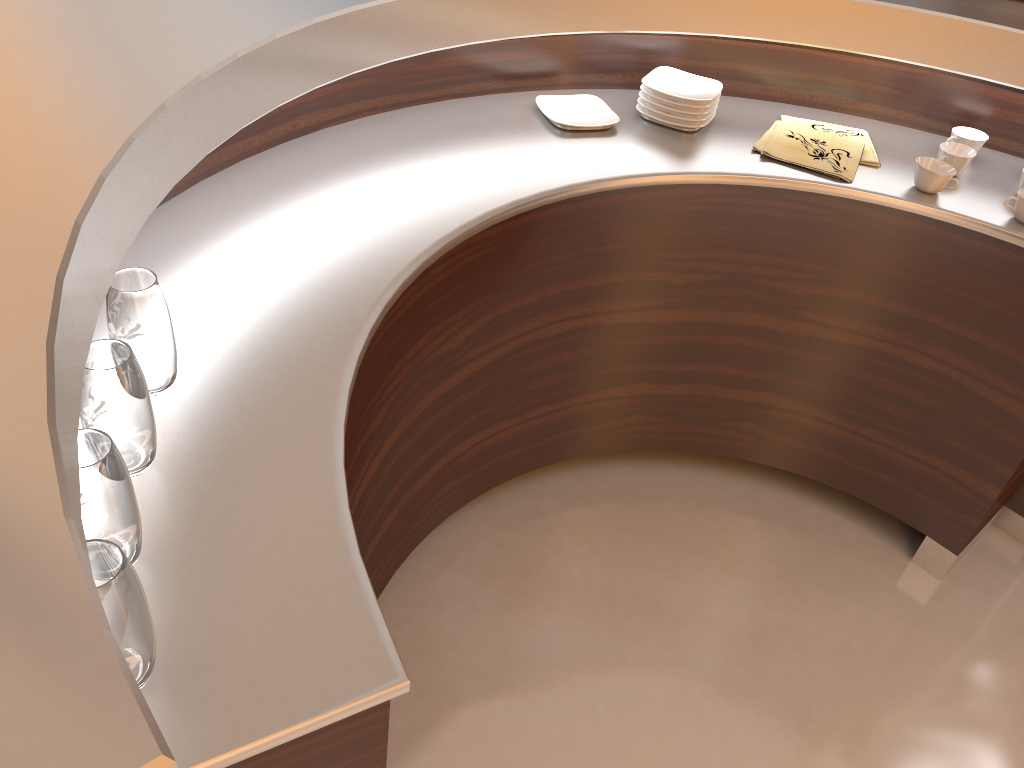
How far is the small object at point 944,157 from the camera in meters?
1.7

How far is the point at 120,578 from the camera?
0.7m

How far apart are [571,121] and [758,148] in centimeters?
38cm

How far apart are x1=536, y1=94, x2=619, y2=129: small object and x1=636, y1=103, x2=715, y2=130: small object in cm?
7

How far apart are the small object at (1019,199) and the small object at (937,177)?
0.1m

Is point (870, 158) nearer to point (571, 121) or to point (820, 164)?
point (820, 164)

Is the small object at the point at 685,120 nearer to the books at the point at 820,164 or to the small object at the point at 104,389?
the books at the point at 820,164

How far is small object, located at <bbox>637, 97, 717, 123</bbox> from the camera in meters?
1.8

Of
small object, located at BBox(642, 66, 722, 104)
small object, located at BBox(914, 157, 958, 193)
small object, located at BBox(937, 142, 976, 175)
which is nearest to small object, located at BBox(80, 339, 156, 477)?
small object, located at BBox(642, 66, 722, 104)

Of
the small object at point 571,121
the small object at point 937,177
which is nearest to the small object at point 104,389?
the small object at point 571,121
